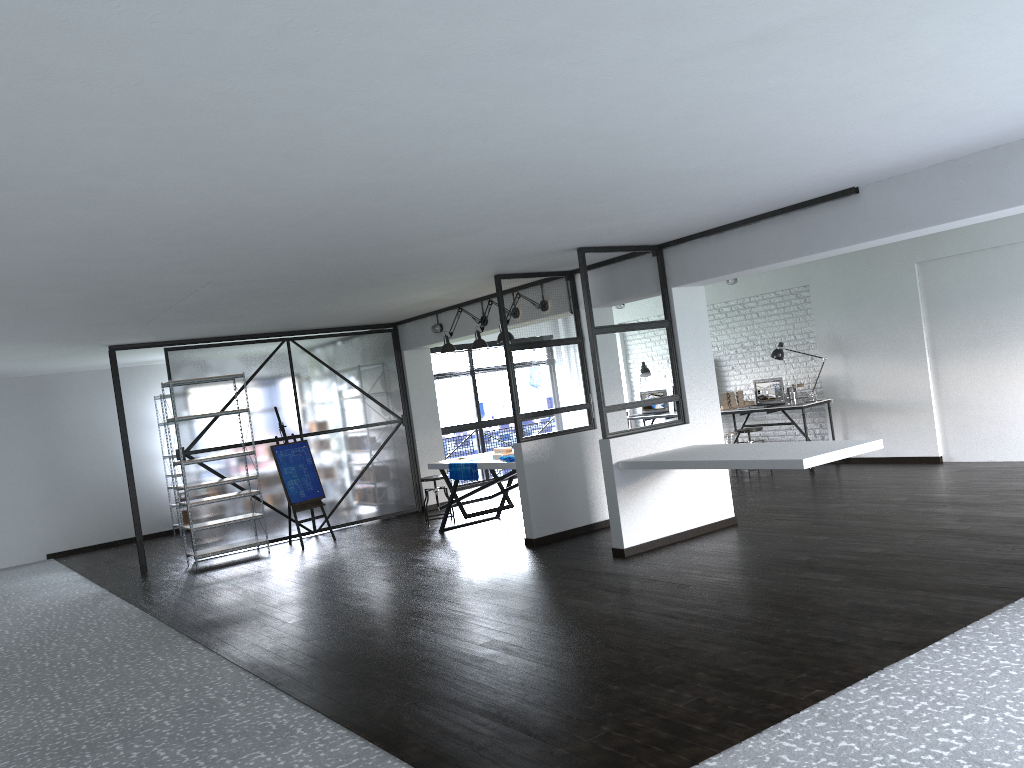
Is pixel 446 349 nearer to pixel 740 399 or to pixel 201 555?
pixel 201 555

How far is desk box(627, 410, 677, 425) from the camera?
11.2m

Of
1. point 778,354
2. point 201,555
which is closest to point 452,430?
point 201,555

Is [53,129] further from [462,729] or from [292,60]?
[462,729]

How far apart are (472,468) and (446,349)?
1.3m

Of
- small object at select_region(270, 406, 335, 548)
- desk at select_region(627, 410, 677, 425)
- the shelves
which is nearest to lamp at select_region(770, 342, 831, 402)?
desk at select_region(627, 410, 677, 425)

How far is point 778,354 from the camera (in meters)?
10.03

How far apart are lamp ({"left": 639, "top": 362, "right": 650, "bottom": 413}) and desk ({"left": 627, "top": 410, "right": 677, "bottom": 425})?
0.7 meters

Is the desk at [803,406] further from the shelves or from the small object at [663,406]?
the shelves

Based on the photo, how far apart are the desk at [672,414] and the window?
2.6m
